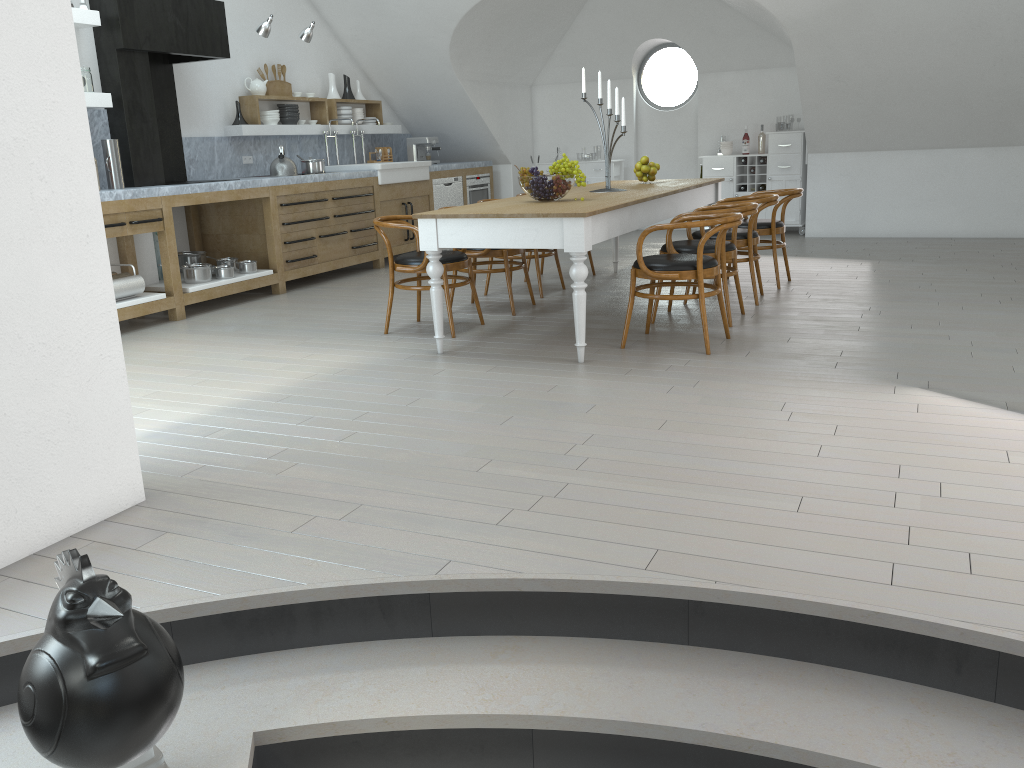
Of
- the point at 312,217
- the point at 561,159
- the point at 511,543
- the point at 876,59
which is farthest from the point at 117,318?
the point at 876,59

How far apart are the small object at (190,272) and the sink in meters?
2.3

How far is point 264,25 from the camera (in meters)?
7.16

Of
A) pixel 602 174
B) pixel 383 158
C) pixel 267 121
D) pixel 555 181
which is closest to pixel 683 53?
pixel 602 174

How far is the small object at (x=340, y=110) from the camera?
9.3 meters

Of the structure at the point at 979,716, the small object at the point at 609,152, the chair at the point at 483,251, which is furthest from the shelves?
the structure at the point at 979,716

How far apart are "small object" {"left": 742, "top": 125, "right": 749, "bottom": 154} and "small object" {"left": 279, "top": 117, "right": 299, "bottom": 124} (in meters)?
5.06

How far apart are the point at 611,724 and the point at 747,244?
4.5 meters

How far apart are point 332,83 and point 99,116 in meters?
3.4

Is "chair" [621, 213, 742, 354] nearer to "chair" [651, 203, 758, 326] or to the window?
"chair" [651, 203, 758, 326]
